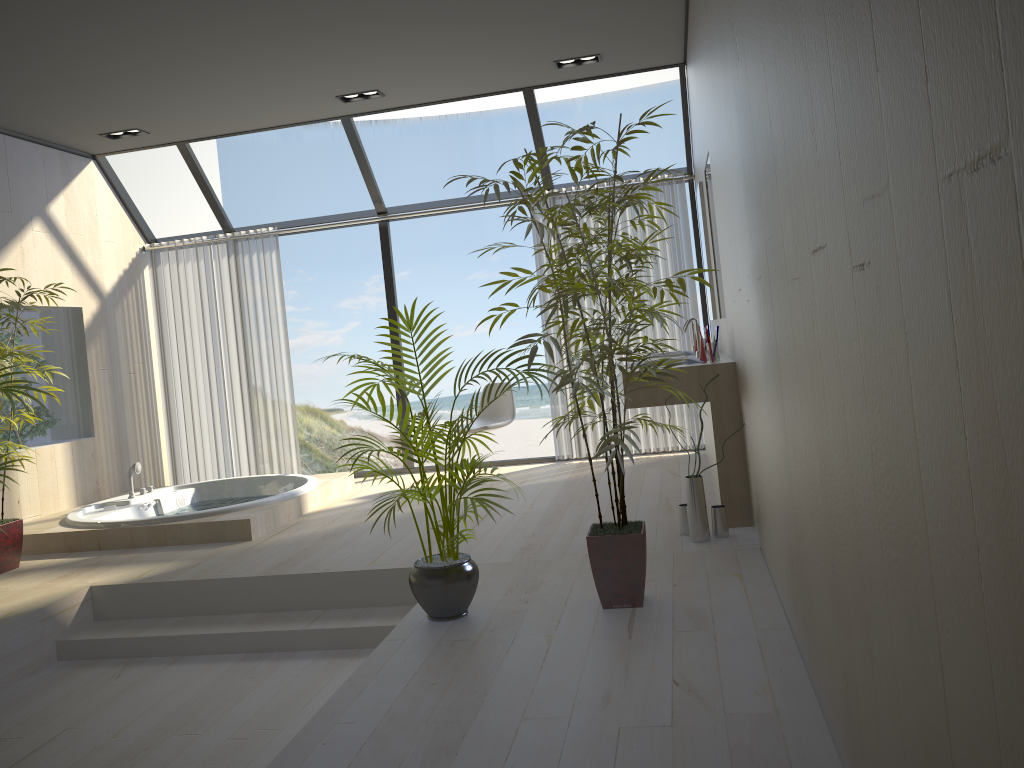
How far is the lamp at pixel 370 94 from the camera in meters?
6.0 m

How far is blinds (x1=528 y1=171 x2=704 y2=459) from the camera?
6.58m

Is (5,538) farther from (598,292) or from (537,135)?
(537,135)

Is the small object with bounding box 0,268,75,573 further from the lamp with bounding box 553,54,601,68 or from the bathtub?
the lamp with bounding box 553,54,601,68

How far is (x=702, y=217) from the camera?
5.5 meters

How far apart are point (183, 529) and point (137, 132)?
3.0m

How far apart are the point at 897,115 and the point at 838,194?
0.4m

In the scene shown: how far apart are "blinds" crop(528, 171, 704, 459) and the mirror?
0.9m

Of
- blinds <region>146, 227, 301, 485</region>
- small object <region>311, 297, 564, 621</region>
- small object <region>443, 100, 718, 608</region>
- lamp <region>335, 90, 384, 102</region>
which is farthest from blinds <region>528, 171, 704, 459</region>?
small object <region>311, 297, 564, 621</region>

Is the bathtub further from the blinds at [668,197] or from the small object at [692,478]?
the small object at [692,478]
